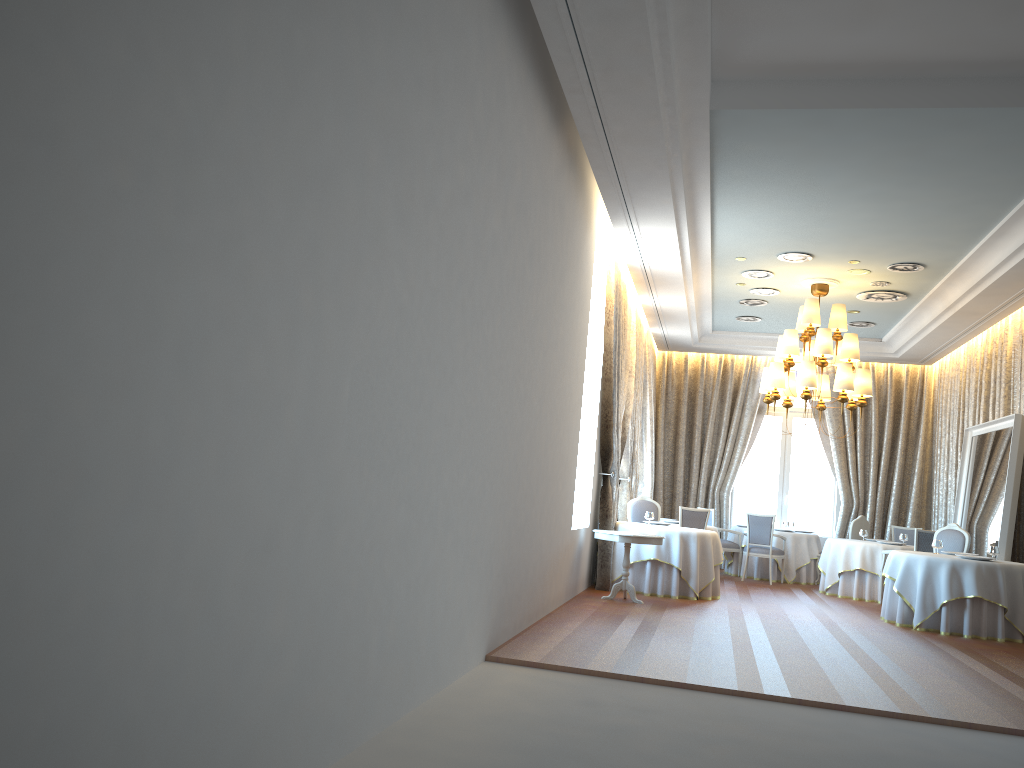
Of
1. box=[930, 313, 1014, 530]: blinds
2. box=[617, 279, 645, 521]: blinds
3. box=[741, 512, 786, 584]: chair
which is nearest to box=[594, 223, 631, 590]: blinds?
box=[617, 279, 645, 521]: blinds

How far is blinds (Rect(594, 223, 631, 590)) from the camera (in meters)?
11.01

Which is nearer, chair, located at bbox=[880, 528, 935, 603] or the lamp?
the lamp

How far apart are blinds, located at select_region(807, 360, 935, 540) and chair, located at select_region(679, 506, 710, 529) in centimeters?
444cm

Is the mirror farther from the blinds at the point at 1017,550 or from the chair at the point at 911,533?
the chair at the point at 911,533

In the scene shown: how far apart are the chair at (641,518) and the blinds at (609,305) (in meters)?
1.47

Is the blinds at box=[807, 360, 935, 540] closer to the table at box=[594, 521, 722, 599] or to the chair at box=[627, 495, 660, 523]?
the chair at box=[627, 495, 660, 523]

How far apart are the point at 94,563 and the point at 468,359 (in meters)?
3.24

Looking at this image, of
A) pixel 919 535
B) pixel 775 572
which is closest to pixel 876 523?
pixel 775 572

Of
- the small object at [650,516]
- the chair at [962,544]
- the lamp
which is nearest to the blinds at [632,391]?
the small object at [650,516]
